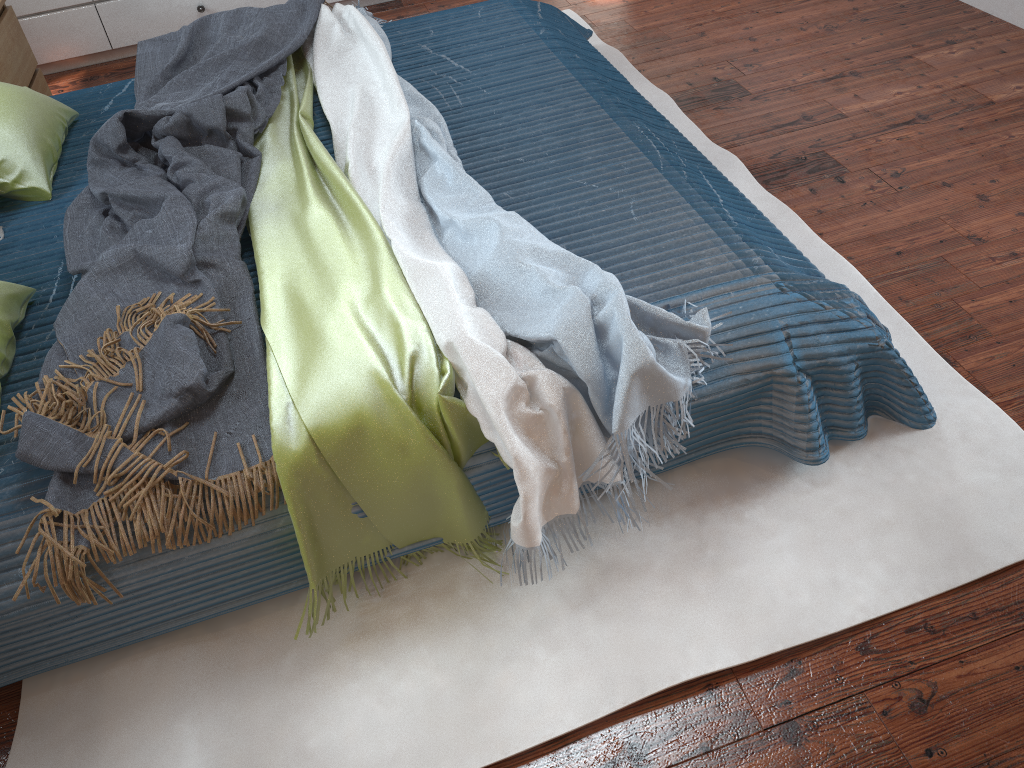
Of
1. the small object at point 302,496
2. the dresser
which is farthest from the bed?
the dresser

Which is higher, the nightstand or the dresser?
the nightstand

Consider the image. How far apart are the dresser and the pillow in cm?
129

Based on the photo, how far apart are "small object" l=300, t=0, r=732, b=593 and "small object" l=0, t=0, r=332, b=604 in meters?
0.0

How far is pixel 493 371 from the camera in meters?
1.4

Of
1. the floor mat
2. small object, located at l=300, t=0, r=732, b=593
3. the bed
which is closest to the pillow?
the bed

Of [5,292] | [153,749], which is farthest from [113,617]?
[5,292]

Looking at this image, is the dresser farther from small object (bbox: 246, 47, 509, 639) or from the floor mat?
small object (bbox: 246, 47, 509, 639)

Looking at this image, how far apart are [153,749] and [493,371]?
0.8m

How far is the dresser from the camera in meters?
3.4
